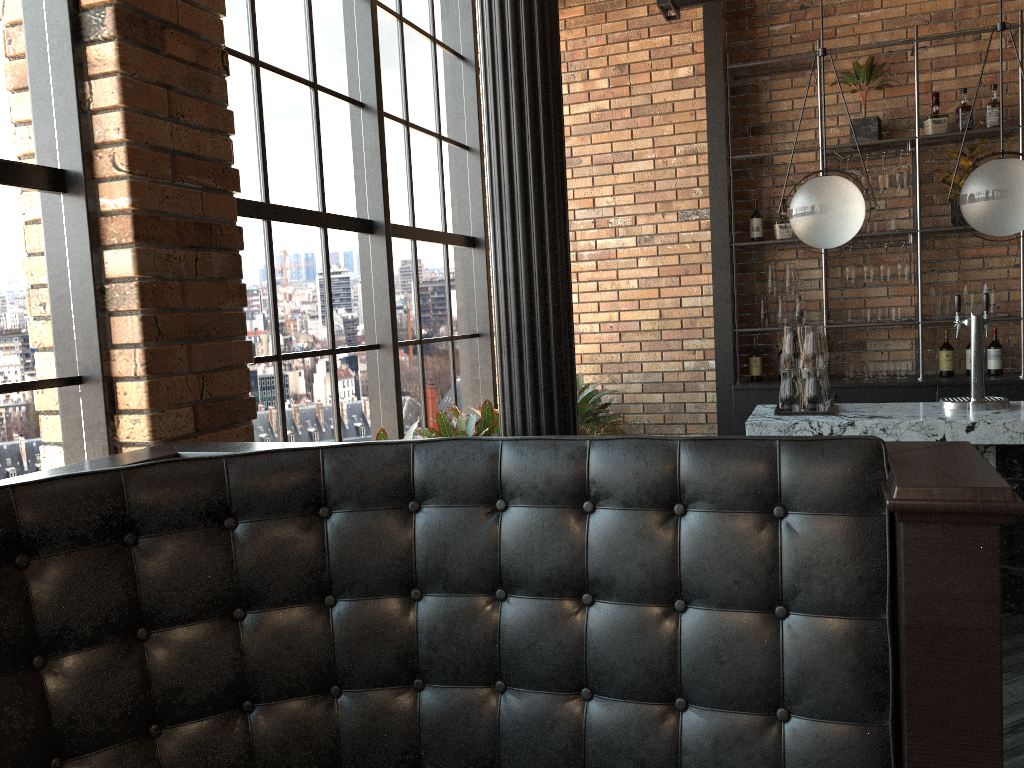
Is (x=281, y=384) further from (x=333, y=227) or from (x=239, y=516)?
(x=239, y=516)

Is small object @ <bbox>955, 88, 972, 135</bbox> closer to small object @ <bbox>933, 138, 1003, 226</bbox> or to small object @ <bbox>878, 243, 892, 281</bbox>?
small object @ <bbox>933, 138, 1003, 226</bbox>

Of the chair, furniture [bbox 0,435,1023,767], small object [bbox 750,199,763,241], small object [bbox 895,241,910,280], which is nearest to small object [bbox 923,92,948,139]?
small object [bbox 895,241,910,280]

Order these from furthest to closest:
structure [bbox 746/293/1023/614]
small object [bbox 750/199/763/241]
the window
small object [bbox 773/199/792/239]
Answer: small object [bbox 750/199/763/241], small object [bbox 773/199/792/239], structure [bbox 746/293/1023/614], the window

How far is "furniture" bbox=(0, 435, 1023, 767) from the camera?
1.5m

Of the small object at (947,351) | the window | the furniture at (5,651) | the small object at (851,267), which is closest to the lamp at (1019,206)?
the small object at (851,267)

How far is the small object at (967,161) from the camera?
5.4 meters

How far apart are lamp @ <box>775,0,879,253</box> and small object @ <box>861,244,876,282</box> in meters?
1.7

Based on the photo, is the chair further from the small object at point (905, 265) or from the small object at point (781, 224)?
the small object at point (781, 224)

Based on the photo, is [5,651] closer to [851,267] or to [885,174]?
[851,267]
